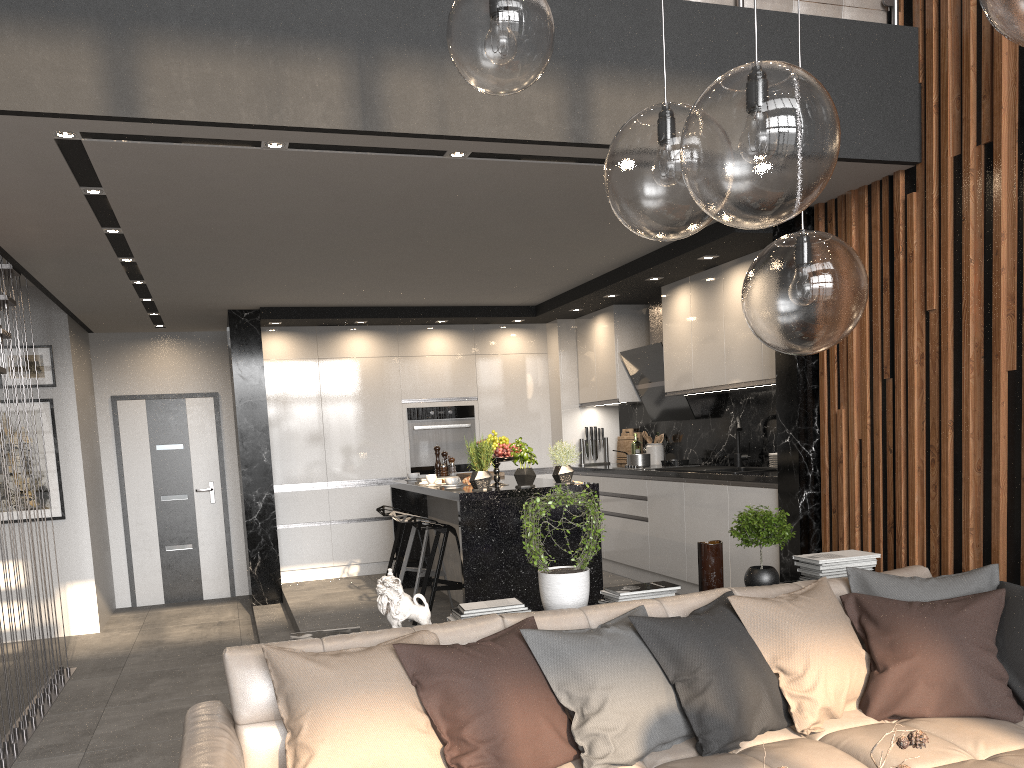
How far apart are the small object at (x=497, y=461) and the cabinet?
0.3m

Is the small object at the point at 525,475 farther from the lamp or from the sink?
the lamp

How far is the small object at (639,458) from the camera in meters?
7.3

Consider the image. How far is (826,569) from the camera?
3.9m

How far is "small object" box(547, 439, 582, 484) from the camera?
5.5 meters

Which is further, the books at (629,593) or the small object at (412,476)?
the small object at (412,476)

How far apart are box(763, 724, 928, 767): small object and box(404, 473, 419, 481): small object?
5.4m

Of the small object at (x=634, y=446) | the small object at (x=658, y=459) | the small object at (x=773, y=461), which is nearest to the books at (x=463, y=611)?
the small object at (x=773, y=461)

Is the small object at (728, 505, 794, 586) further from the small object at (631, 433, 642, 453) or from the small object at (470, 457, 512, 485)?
the small object at (631, 433, 642, 453)

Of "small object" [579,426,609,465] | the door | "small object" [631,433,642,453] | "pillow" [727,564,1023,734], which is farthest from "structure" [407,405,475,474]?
"pillow" [727,564,1023,734]
